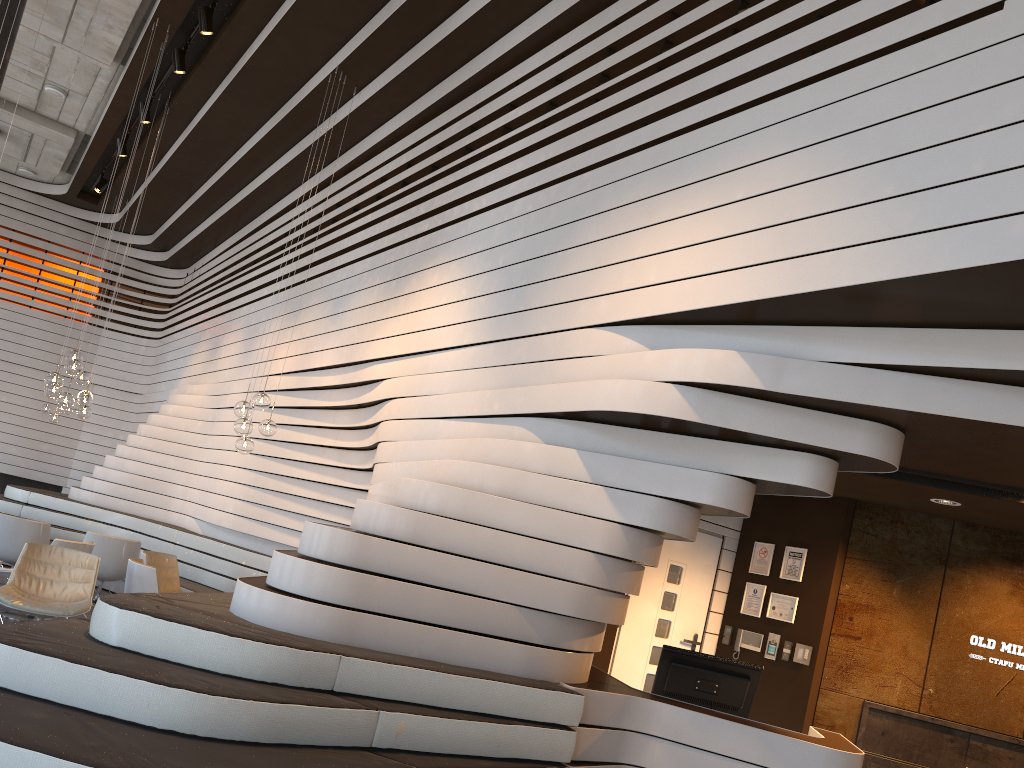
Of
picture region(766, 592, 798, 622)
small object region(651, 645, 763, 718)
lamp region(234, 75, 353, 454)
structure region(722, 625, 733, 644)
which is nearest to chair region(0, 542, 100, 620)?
lamp region(234, 75, 353, 454)

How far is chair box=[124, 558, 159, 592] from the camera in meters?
7.1

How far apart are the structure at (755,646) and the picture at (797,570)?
0.5m

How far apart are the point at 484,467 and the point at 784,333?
1.8m

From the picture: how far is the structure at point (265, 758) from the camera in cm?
319

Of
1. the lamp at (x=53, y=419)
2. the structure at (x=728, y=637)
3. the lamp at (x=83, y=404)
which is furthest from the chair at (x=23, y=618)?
the lamp at (x=53, y=419)

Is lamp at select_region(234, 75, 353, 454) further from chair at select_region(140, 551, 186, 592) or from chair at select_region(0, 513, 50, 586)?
chair at select_region(0, 513, 50, 586)

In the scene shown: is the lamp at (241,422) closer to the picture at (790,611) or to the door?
the door

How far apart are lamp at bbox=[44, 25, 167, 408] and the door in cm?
576

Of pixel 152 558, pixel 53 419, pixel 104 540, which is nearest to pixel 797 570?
pixel 152 558
